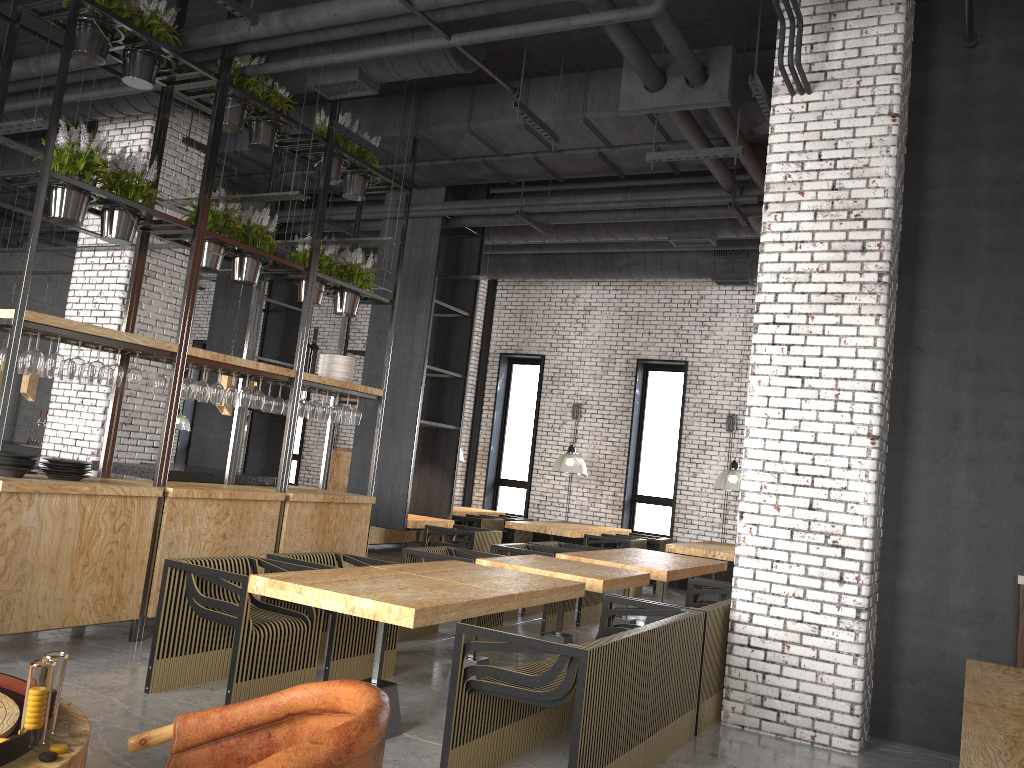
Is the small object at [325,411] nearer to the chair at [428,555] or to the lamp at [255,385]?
the chair at [428,555]

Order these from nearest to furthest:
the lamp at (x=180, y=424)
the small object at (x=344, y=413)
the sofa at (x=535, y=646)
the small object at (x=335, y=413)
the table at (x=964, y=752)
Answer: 1. the table at (x=964, y=752)
2. the sofa at (x=535, y=646)
3. the small object at (x=335, y=413)
4. the small object at (x=344, y=413)
5. the lamp at (x=180, y=424)

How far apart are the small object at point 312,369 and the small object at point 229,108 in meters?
1.9

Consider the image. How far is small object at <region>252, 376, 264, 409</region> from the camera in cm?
703

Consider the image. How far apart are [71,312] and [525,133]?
5.0 meters

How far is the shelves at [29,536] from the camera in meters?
5.2 m

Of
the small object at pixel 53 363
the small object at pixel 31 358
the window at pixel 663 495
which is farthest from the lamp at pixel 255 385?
the small object at pixel 31 358

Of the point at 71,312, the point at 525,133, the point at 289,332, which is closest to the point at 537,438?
the point at 289,332

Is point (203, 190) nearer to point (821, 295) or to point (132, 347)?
point (132, 347)

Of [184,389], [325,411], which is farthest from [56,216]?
[325,411]
